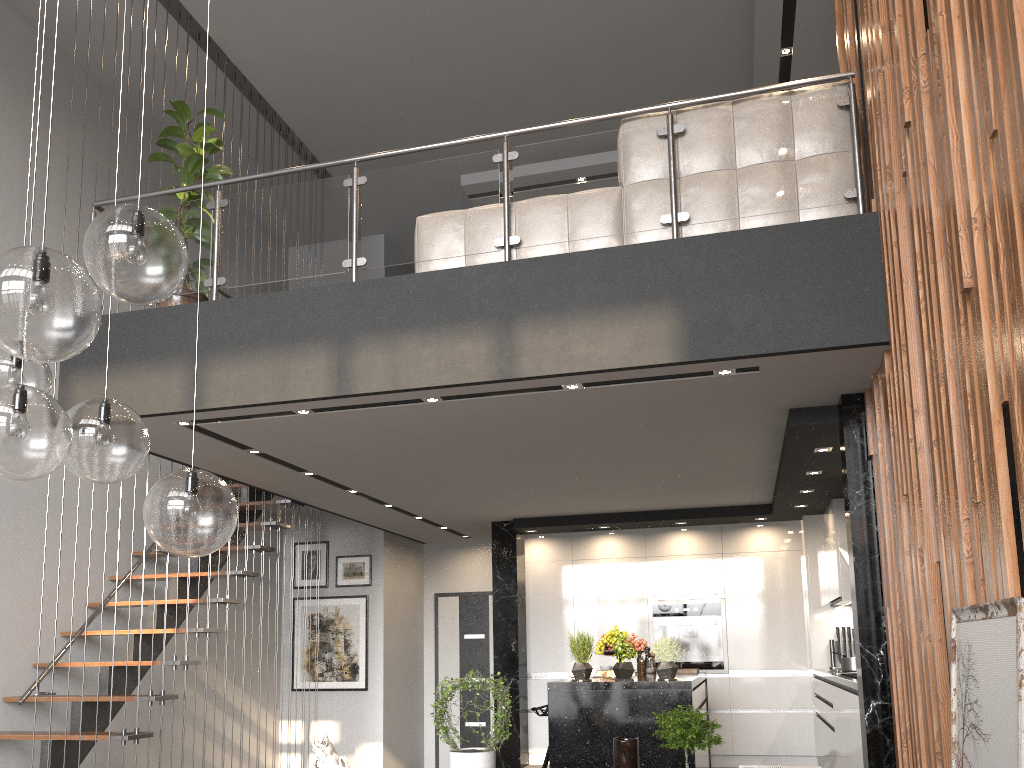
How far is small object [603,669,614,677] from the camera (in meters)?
5.96

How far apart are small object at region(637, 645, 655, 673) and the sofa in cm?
389

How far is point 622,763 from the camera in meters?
3.6 m

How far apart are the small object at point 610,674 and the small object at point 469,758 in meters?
2.3

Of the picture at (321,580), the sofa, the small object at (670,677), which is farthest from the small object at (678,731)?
the picture at (321,580)

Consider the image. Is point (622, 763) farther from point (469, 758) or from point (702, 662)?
point (702, 662)

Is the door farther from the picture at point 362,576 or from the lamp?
the lamp

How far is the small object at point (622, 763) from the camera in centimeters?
357cm

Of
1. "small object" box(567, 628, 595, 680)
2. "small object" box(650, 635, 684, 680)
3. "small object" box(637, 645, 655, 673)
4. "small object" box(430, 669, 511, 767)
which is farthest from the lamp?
"small object" box(637, 645, 655, 673)

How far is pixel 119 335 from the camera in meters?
4.9
